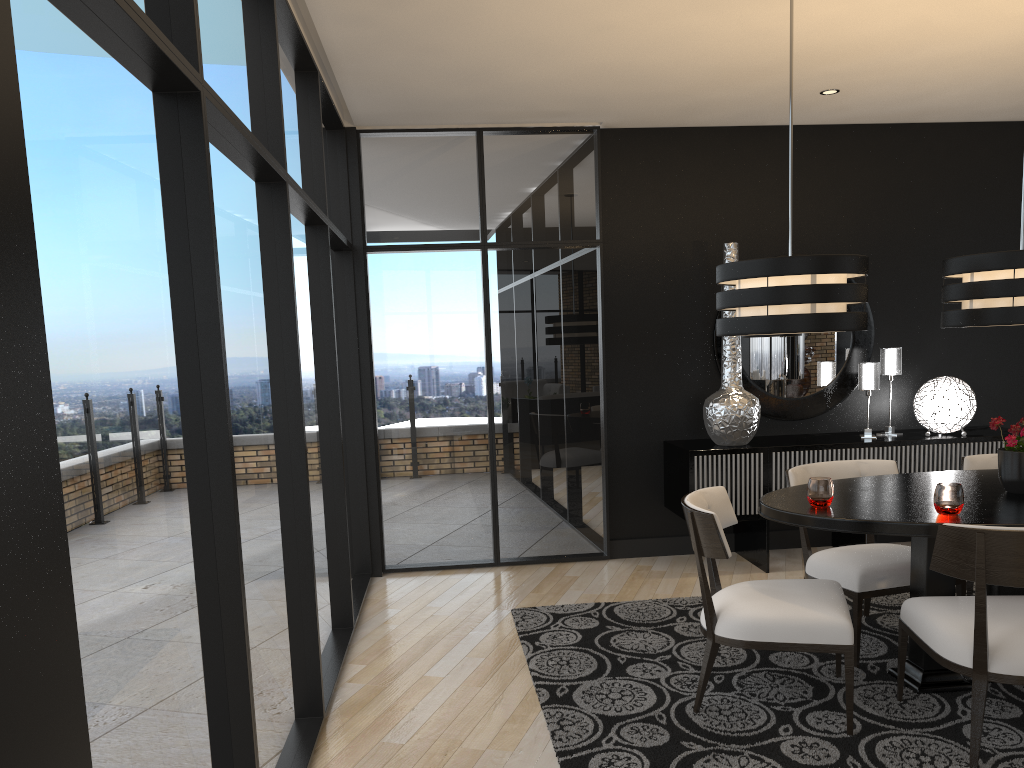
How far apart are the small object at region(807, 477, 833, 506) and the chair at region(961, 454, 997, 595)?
1.1m

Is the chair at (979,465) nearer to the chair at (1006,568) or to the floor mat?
the floor mat

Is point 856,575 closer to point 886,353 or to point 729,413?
point 729,413

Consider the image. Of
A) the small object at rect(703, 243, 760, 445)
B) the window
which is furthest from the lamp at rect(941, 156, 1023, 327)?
the window

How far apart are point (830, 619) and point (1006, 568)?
0.6 meters

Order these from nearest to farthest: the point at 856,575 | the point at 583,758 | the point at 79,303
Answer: the point at 79,303 → the point at 583,758 → the point at 856,575

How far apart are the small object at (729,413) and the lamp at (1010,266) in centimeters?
179cm

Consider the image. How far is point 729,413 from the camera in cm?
526

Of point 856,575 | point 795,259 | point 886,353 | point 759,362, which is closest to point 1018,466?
point 856,575

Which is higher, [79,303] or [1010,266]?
[1010,266]
